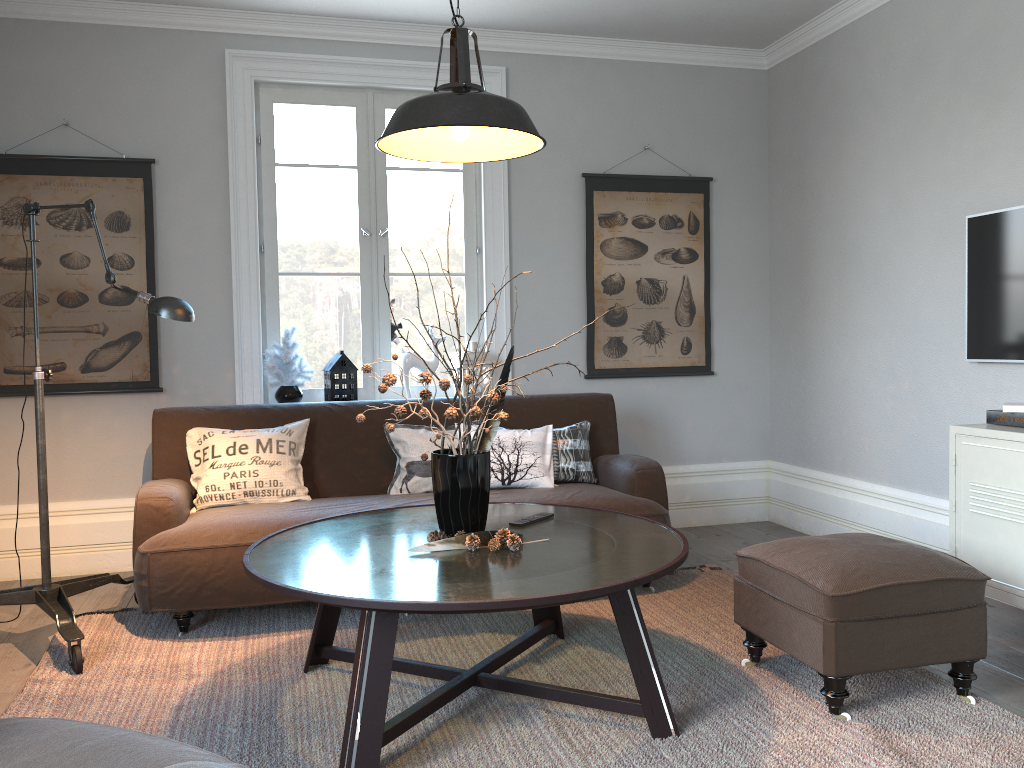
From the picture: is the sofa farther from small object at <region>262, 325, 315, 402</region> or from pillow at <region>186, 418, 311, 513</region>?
small object at <region>262, 325, 315, 402</region>

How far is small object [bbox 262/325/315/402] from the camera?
4.4m

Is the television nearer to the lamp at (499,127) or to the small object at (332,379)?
the lamp at (499,127)

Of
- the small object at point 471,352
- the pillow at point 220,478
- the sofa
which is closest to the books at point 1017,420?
the sofa

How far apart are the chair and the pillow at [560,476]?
2.7 meters

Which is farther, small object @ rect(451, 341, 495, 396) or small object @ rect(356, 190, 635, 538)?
small object @ rect(451, 341, 495, 396)

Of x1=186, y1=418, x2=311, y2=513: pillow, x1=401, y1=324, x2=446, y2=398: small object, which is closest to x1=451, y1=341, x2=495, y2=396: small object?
x1=401, y1=324, x2=446, y2=398: small object

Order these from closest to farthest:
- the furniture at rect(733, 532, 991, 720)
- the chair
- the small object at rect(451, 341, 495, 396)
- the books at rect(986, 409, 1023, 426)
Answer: the chair < the furniture at rect(733, 532, 991, 720) < the books at rect(986, 409, 1023, 426) < the small object at rect(451, 341, 495, 396)

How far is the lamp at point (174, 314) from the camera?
3.0 meters

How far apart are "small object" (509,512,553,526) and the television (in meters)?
1.99
